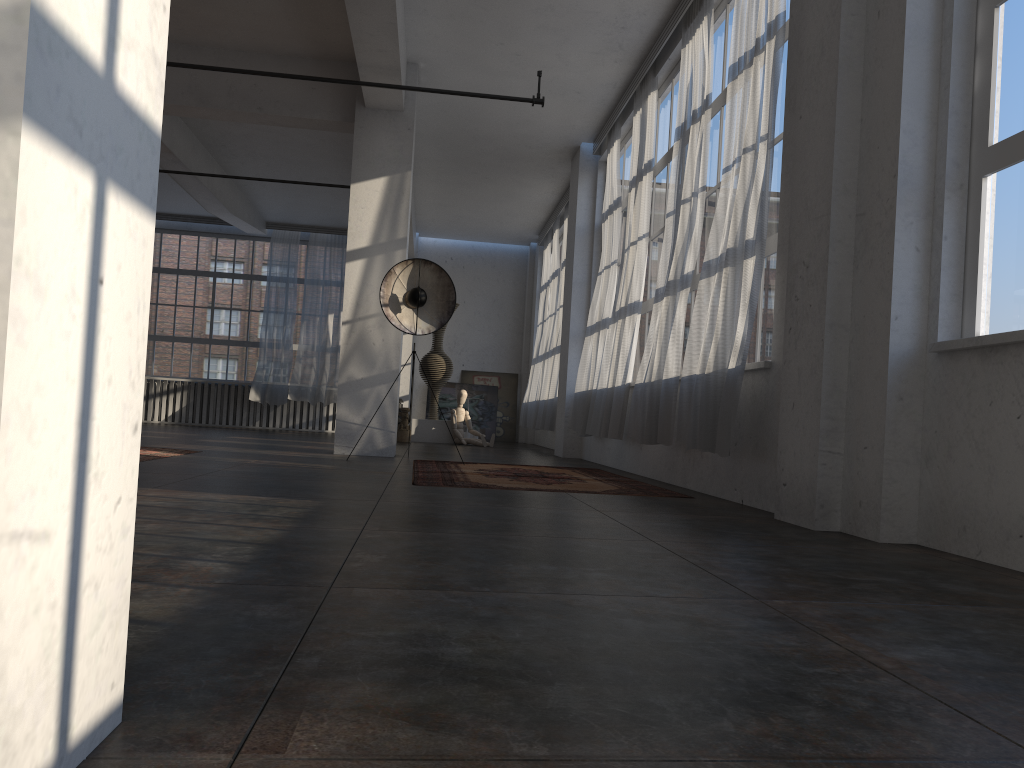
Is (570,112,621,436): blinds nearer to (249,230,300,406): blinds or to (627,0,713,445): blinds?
(627,0,713,445): blinds

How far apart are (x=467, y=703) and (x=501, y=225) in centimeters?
1526cm

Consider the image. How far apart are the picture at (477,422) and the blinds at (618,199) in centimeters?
715cm

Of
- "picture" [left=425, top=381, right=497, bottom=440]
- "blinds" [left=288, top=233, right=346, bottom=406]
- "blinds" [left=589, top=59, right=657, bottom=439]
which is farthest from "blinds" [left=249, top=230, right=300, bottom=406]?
"blinds" [left=589, top=59, right=657, bottom=439]

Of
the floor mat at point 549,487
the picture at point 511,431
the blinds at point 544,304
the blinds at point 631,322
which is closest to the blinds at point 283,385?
the picture at point 511,431

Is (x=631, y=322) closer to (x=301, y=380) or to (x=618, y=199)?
(x=618, y=199)

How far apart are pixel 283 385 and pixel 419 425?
3.8m

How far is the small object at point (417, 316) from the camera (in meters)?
8.40

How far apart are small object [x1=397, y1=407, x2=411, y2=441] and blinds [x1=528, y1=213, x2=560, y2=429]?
2.3m

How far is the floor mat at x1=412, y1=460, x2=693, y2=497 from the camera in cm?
586
